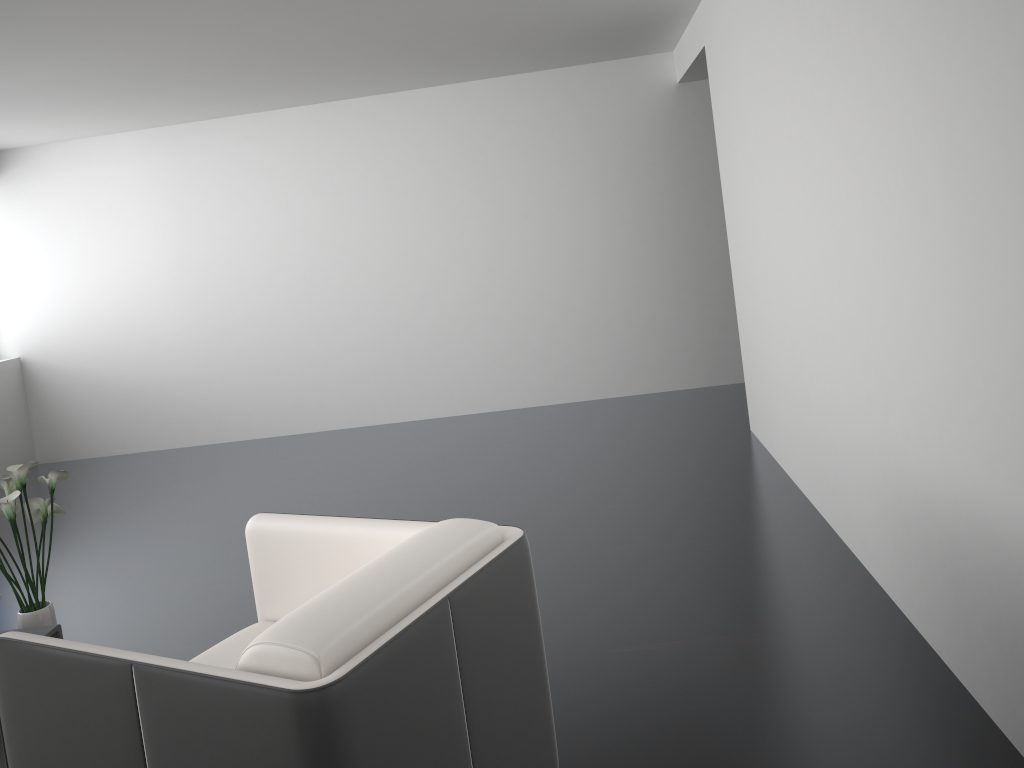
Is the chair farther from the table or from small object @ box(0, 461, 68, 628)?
small object @ box(0, 461, 68, 628)

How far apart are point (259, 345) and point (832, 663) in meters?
5.3 m

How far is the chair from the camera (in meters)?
1.52

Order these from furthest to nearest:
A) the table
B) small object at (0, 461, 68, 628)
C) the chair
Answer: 1. small object at (0, 461, 68, 628)
2. the table
3. the chair

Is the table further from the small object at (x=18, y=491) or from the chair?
the chair

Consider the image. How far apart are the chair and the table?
0.8 meters

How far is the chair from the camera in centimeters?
152cm

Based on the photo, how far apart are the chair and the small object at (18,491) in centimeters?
100cm

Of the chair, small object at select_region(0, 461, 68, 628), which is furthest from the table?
the chair

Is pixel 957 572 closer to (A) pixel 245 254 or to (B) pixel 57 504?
(B) pixel 57 504
